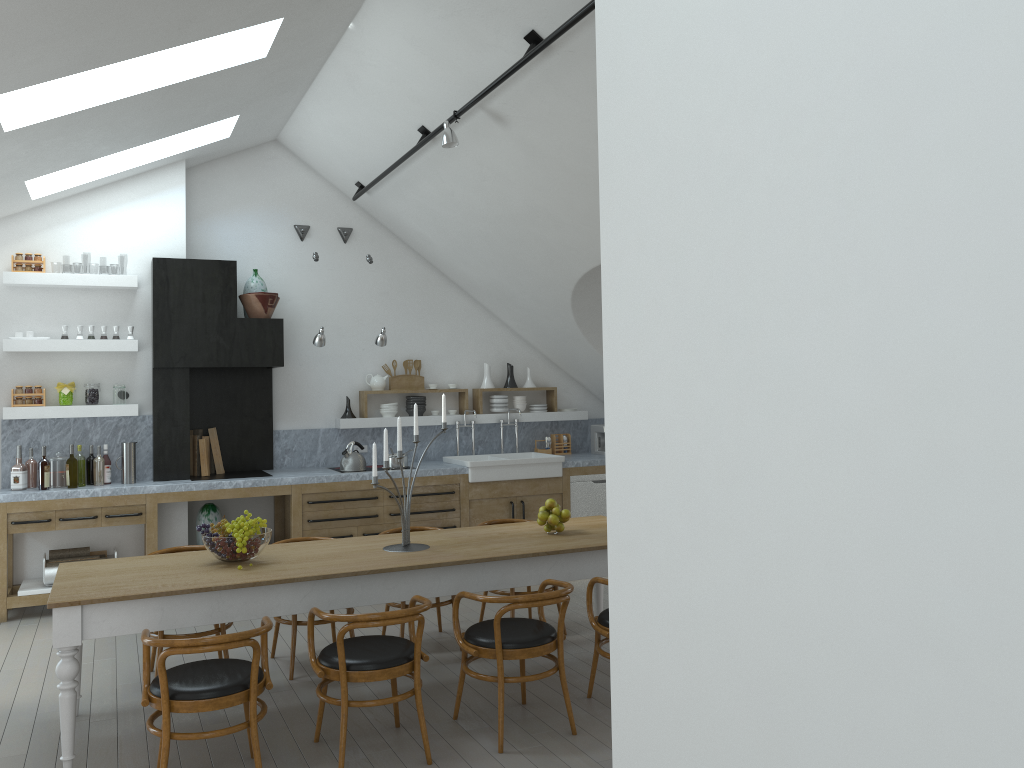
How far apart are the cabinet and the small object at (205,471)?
0.51m

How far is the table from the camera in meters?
4.0

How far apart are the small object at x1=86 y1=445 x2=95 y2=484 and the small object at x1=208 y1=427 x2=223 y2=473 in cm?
106

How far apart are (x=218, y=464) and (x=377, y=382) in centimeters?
169cm

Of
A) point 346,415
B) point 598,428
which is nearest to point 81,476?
point 346,415

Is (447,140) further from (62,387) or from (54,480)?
(54,480)

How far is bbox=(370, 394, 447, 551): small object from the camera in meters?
5.0

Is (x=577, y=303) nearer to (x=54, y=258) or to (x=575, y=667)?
(x=575, y=667)

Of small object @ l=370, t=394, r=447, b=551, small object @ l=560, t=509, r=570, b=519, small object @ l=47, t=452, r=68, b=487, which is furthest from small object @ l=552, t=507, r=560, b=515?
small object @ l=47, t=452, r=68, b=487

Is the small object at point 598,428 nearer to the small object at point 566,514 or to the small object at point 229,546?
the small object at point 566,514
